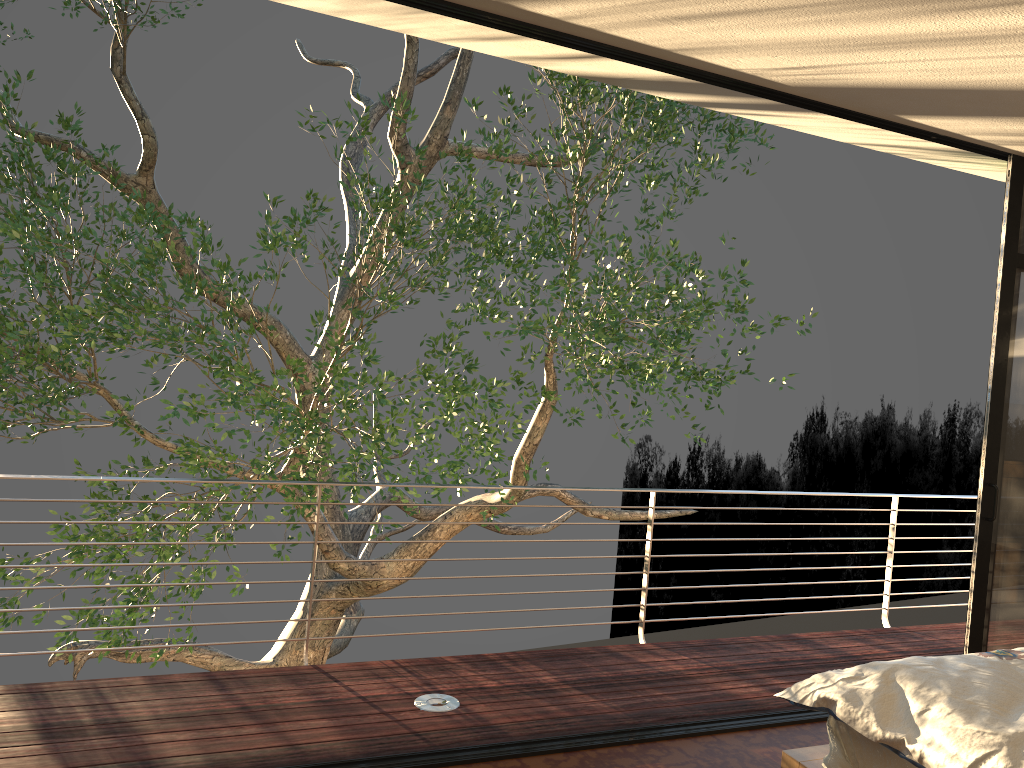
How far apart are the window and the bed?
1.28m

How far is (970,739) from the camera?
2.13m

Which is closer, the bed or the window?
the bed

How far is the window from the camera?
3.9 meters

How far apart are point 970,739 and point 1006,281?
2.4m

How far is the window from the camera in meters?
3.9

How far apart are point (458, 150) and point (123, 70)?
4.3m

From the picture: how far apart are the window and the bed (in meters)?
1.28

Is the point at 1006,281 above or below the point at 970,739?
above

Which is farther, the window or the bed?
the window
